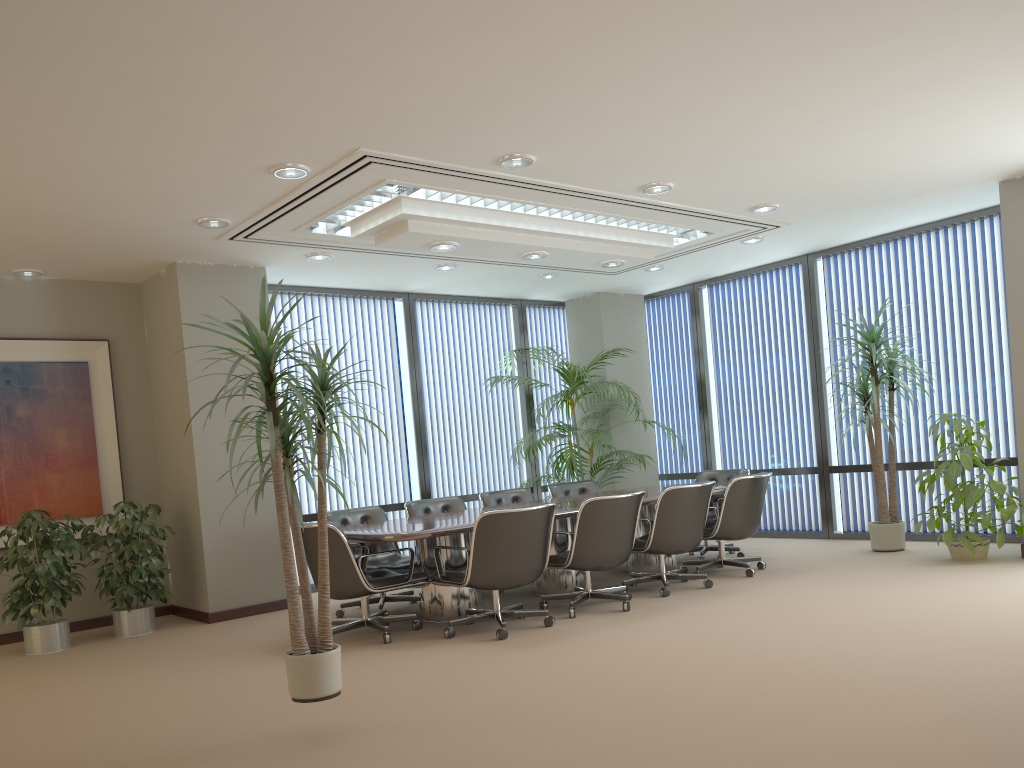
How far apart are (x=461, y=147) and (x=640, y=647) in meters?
3.2 m

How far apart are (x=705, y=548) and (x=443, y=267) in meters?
3.7 m

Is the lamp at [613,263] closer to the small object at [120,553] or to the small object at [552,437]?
the small object at [552,437]

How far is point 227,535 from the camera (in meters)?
7.45

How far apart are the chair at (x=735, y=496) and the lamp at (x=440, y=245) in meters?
2.9

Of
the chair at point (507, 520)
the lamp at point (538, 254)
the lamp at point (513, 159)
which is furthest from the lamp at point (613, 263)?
the chair at point (507, 520)

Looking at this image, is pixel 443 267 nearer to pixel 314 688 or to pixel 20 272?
pixel 20 272

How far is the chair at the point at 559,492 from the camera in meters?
8.9 m

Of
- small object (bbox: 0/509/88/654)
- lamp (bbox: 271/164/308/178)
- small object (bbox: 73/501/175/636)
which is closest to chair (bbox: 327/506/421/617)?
small object (bbox: 73/501/175/636)

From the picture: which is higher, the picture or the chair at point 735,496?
the picture
